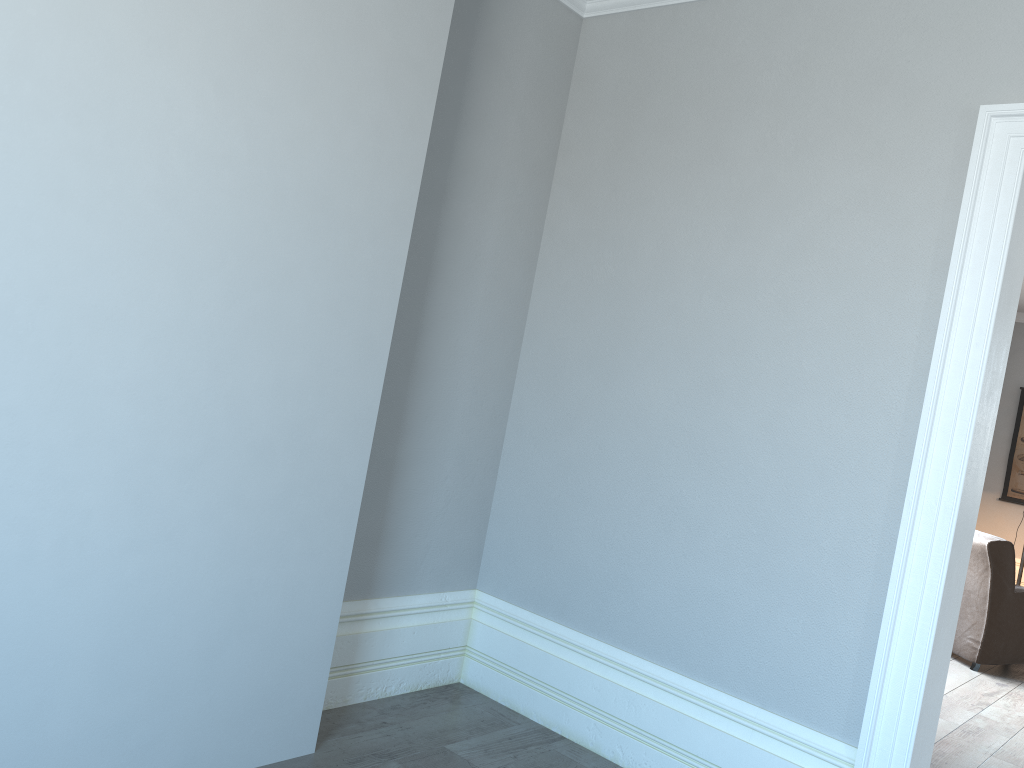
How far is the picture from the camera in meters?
8.7

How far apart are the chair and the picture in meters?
3.8

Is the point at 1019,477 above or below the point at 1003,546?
above

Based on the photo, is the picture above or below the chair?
above

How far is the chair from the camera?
5.2m

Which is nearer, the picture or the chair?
the chair

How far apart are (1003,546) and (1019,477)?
4.06m

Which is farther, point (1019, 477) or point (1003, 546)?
point (1019, 477)

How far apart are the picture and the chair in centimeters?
375cm

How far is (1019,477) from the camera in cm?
866
